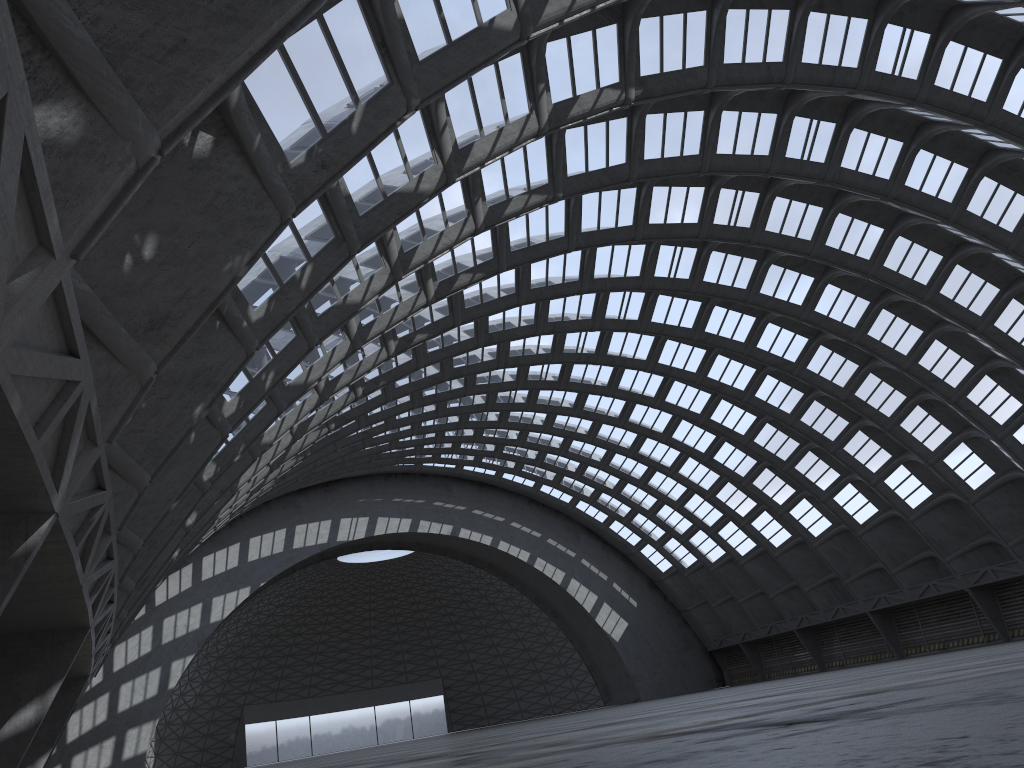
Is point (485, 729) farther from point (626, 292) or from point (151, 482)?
point (151, 482)
